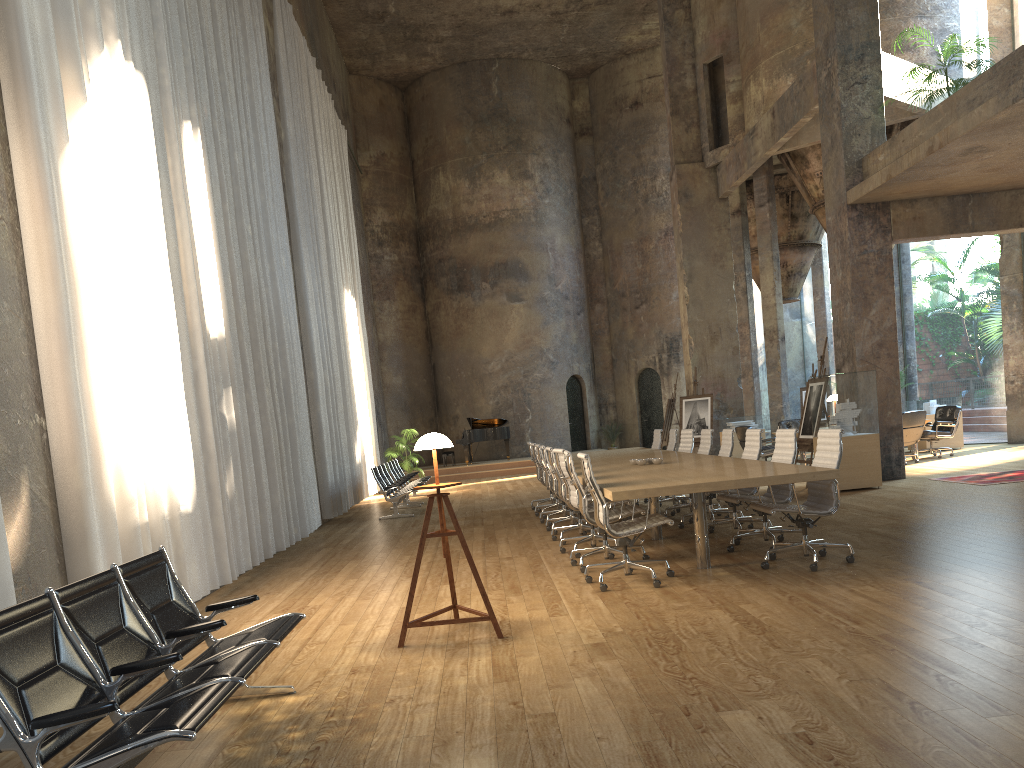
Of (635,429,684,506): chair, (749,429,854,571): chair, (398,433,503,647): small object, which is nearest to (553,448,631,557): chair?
(749,429,854,571): chair

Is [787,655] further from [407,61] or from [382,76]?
[382,76]

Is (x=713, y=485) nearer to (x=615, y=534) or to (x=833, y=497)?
(x=615, y=534)

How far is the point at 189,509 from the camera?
7.24m

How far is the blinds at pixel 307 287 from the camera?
14.2m

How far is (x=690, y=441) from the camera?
11.18m

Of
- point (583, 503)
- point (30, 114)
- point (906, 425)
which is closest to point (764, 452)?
point (906, 425)

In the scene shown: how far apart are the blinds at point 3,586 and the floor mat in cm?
1073

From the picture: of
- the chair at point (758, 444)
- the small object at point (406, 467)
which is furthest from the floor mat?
the small object at point (406, 467)

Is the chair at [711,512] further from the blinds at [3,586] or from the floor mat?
the blinds at [3,586]
